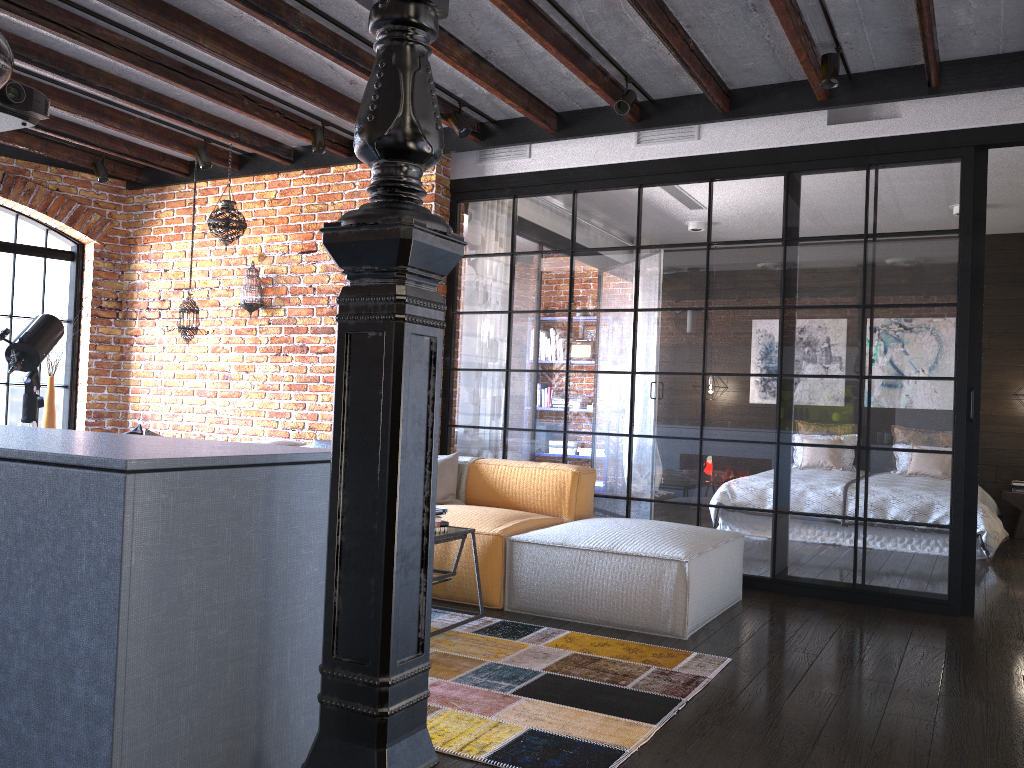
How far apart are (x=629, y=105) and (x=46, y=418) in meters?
5.0

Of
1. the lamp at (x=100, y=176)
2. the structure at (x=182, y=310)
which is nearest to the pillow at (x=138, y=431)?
the structure at (x=182, y=310)

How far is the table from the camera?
3.7m

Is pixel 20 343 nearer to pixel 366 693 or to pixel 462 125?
pixel 462 125

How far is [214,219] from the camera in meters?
6.0

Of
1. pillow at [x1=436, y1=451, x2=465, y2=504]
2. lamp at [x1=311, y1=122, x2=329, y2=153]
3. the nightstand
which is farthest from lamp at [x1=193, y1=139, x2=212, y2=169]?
the nightstand

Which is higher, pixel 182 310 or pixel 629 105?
pixel 629 105

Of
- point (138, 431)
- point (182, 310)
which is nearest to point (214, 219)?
point (182, 310)

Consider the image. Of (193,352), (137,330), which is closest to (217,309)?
(193,352)

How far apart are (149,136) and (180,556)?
5.0 meters
